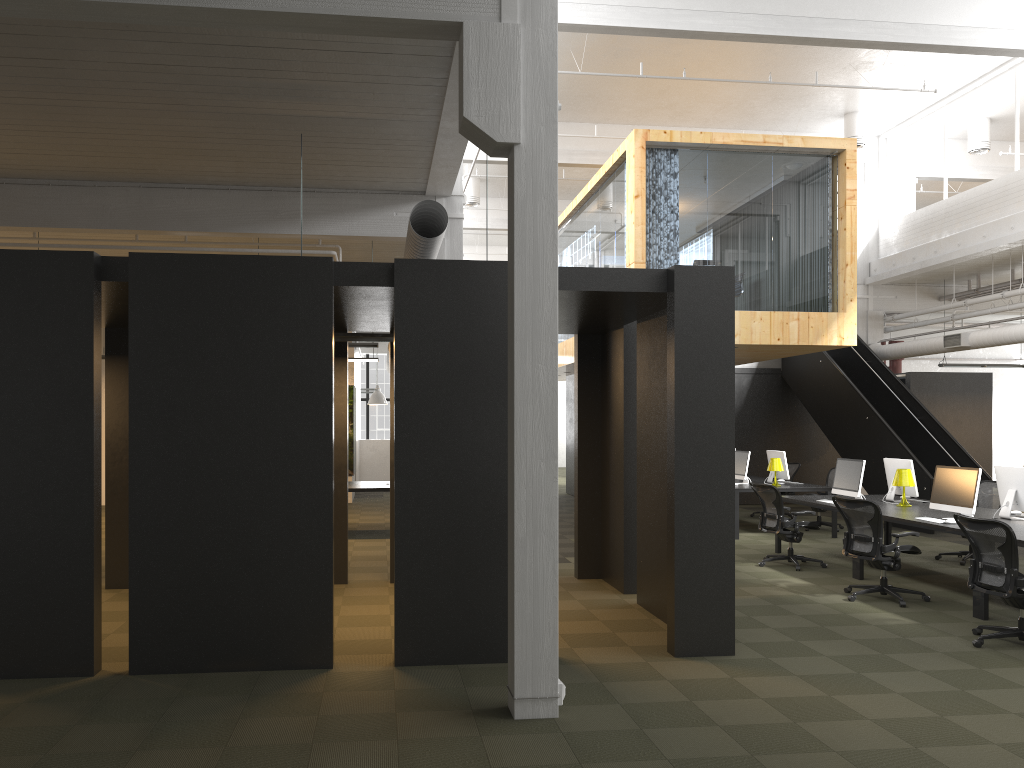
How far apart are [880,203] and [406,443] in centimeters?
Answer: 1510cm

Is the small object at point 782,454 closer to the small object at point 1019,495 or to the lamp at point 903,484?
the lamp at point 903,484

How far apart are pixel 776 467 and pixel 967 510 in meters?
4.9 m

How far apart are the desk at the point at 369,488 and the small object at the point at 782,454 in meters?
6.2

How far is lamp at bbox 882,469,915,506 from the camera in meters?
10.2

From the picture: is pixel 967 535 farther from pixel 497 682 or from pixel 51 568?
pixel 51 568

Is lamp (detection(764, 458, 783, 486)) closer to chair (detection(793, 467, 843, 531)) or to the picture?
chair (detection(793, 467, 843, 531))

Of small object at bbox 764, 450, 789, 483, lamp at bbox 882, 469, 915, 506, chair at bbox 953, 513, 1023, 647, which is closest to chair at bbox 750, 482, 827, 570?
lamp at bbox 882, 469, 915, 506

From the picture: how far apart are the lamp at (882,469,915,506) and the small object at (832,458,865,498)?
0.4 meters

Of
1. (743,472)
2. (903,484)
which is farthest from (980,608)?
(743,472)
